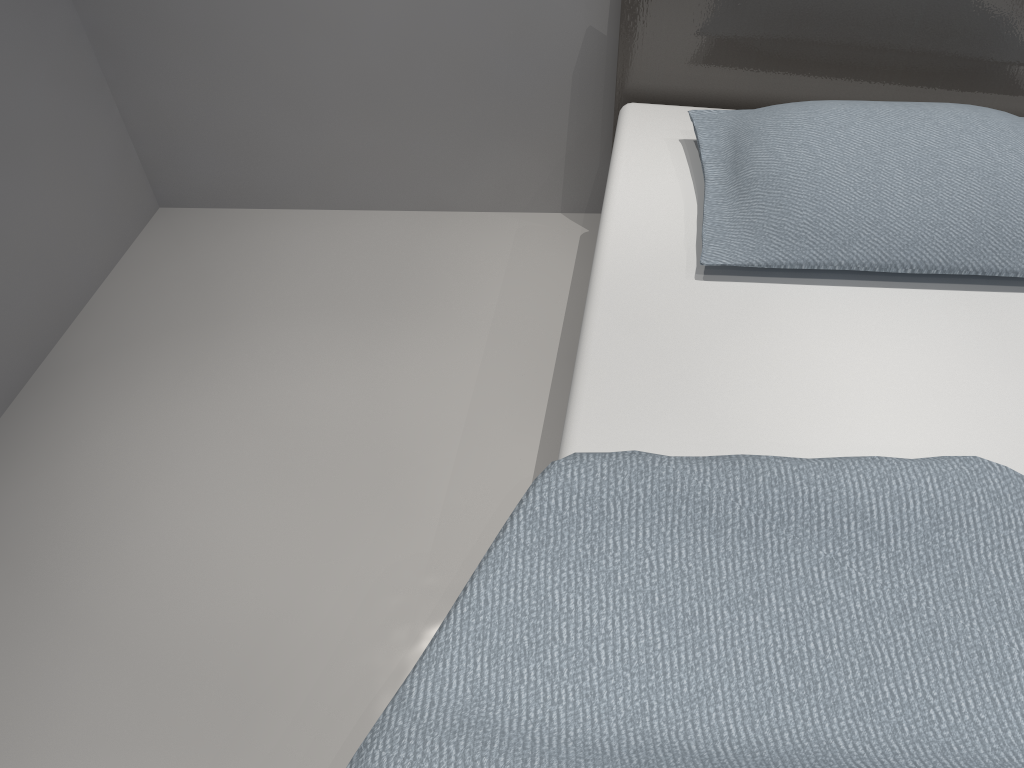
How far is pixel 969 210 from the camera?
1.50m

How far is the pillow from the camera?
1.5 meters

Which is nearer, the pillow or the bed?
the bed

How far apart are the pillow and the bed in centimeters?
4cm

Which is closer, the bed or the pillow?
the bed

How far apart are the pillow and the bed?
0.04m

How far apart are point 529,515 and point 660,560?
0.2 meters

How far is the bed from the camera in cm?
105

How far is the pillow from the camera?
1.5 meters
